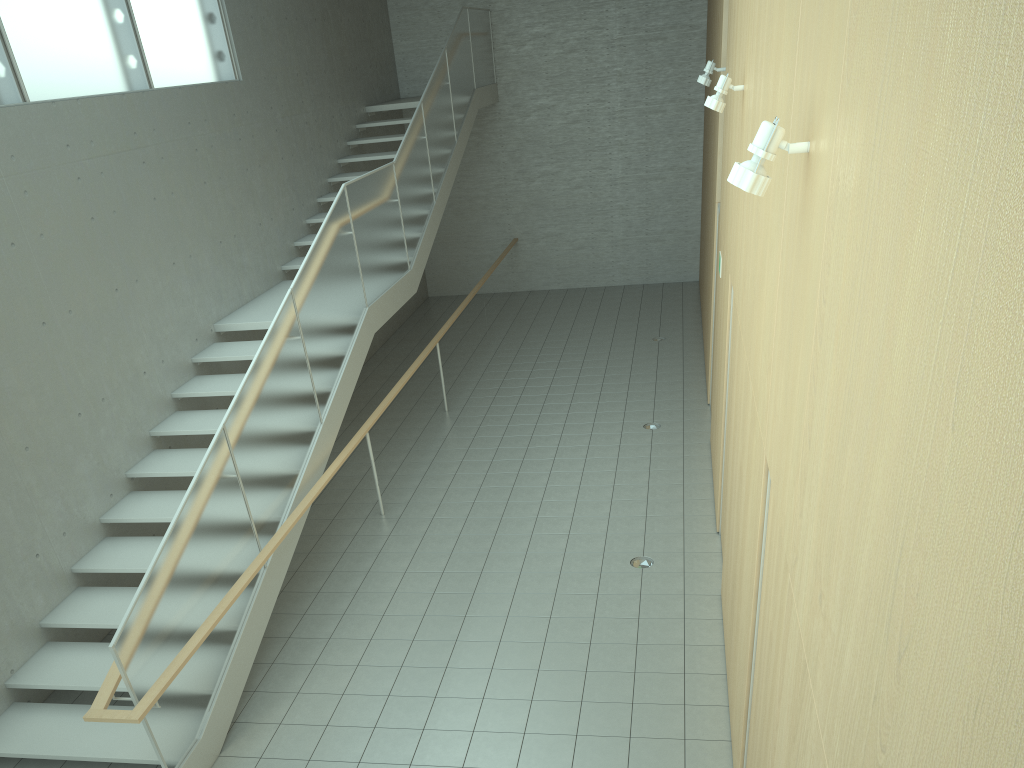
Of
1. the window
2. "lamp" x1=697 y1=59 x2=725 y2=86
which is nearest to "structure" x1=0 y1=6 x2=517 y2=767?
the window

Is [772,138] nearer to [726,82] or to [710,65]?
[726,82]

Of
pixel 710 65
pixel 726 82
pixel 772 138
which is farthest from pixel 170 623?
pixel 710 65

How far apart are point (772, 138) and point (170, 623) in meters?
3.9

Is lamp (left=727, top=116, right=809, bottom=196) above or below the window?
below

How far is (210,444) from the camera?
5.34m

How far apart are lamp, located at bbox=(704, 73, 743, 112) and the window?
4.98m

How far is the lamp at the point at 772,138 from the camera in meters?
2.6

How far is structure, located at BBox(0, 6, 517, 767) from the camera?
4.68m

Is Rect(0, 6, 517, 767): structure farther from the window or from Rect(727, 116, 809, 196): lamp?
Rect(727, 116, 809, 196): lamp
